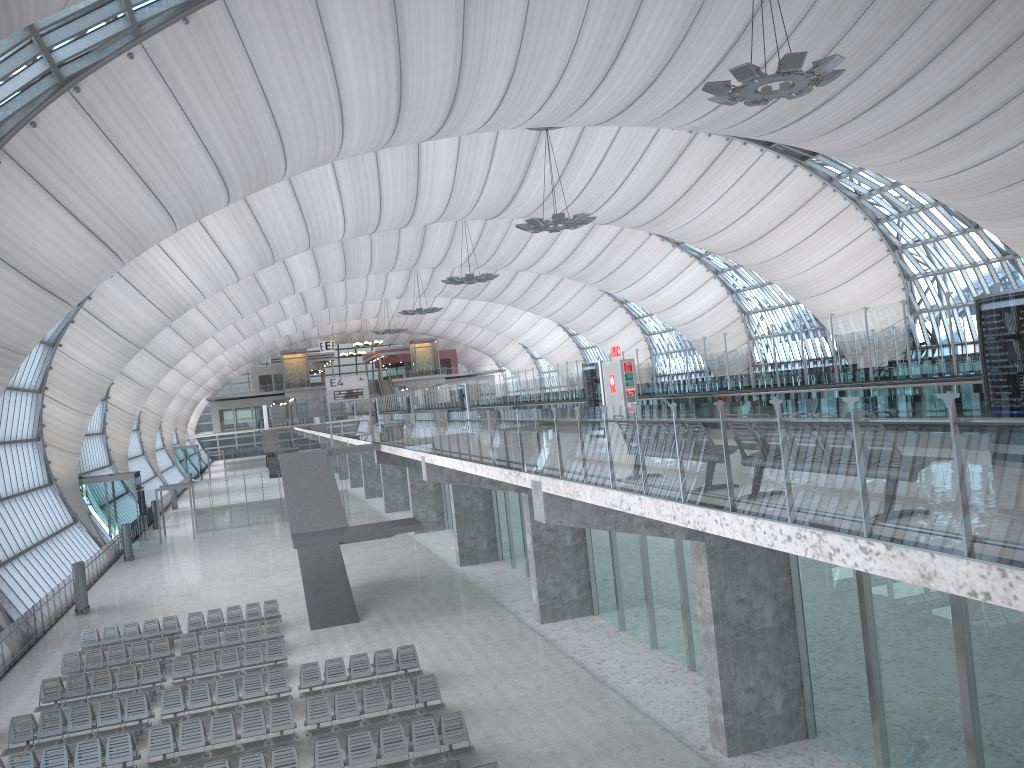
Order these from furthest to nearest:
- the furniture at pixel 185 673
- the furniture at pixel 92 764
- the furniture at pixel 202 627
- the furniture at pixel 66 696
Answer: the furniture at pixel 202 627, the furniture at pixel 185 673, the furniture at pixel 66 696, the furniture at pixel 92 764

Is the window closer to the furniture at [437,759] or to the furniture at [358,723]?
the furniture at [358,723]

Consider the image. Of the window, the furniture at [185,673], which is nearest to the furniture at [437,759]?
the furniture at [185,673]

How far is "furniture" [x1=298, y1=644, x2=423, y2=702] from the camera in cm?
1928

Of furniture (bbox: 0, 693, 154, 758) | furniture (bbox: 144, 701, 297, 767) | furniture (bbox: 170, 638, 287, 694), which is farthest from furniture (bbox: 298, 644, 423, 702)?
furniture (bbox: 0, 693, 154, 758)

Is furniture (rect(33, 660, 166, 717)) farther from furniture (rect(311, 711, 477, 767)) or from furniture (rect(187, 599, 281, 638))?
furniture (rect(311, 711, 477, 767))

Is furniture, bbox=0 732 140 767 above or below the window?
below

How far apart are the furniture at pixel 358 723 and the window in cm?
1520

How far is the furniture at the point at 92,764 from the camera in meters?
15.8 m

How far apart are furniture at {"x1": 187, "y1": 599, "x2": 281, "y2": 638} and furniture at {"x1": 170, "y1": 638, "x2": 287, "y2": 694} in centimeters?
409cm
